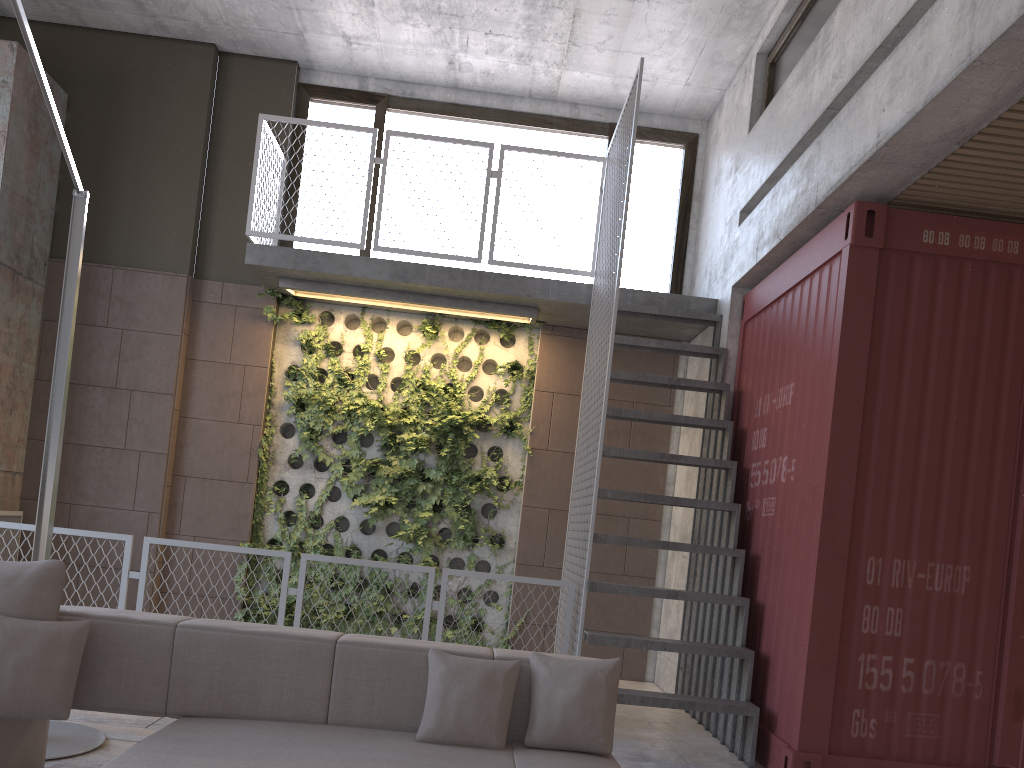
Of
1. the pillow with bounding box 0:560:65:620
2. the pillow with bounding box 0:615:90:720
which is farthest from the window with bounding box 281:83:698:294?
the pillow with bounding box 0:615:90:720

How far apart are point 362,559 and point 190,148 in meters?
3.9 m

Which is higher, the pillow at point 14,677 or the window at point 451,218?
the window at point 451,218

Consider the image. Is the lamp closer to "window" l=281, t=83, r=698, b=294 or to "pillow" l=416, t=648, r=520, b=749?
"pillow" l=416, t=648, r=520, b=749

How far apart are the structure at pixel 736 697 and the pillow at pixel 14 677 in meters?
2.7

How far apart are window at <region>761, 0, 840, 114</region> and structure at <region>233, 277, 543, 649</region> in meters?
2.4 m

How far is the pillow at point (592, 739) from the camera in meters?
3.2

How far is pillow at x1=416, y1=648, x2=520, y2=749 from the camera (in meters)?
3.13

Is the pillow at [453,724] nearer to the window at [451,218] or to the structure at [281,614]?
the structure at [281,614]

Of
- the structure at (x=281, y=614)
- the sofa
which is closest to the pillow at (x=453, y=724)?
the sofa
